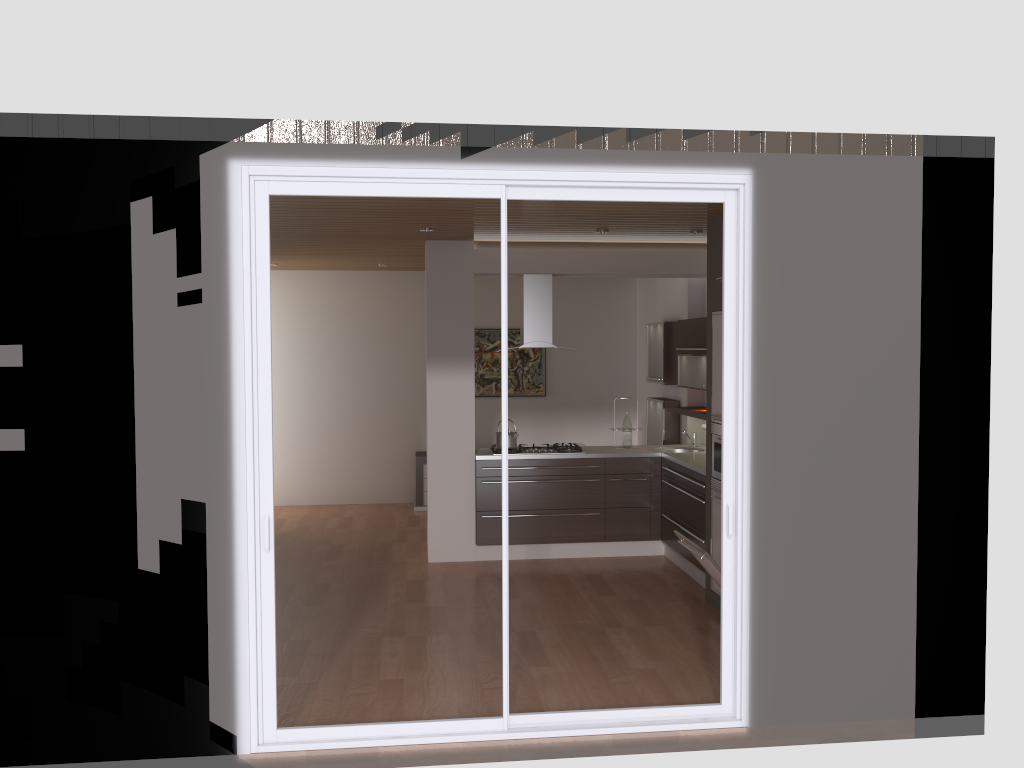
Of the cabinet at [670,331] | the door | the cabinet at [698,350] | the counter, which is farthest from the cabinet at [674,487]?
the door

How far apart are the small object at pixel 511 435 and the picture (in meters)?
2.91

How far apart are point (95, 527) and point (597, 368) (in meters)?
7.33

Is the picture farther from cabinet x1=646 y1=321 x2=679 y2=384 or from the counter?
the counter

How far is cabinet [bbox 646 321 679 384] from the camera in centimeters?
837cm

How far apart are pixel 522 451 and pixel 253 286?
4.0 meters

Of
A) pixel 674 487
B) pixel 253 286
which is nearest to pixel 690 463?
pixel 674 487

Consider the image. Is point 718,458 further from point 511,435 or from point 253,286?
point 253,286

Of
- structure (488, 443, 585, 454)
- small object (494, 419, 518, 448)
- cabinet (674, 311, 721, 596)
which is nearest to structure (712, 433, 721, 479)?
cabinet (674, 311, 721, 596)

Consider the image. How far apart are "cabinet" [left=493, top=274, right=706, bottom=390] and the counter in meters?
0.6
